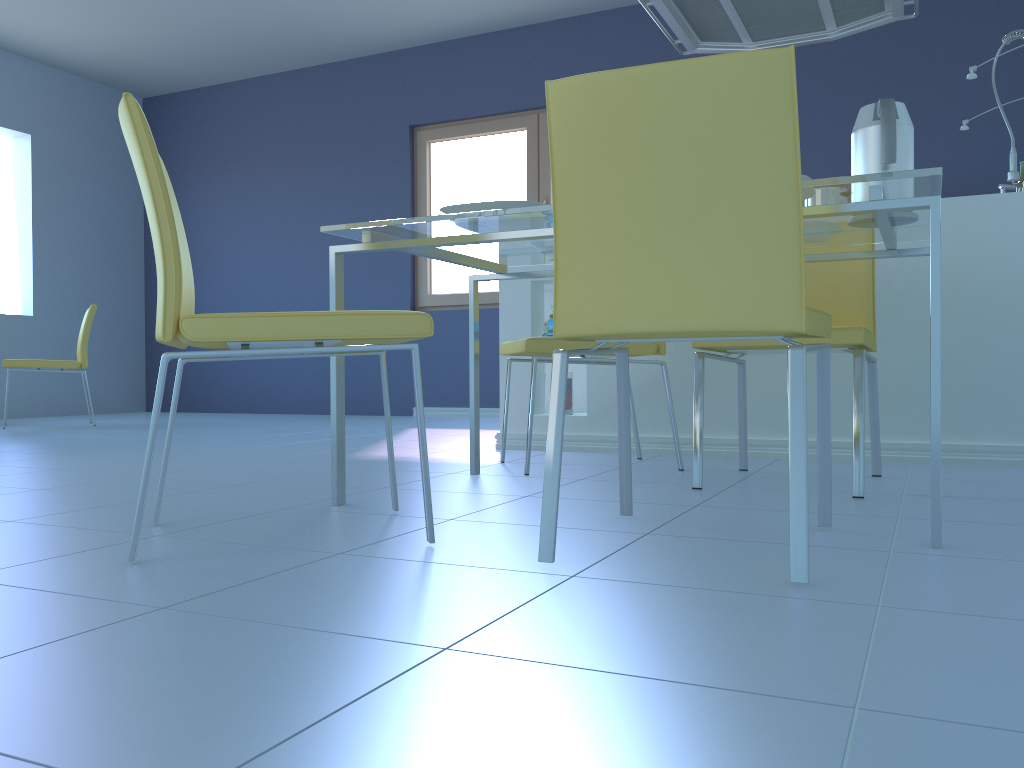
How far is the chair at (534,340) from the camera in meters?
2.4

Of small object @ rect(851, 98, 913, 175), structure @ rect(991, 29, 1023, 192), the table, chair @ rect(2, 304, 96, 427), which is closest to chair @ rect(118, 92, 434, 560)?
the table

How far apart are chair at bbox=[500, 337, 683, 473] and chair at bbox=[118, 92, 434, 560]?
0.7m

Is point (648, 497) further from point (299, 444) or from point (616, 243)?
point (299, 444)

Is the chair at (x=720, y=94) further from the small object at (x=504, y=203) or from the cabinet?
the cabinet

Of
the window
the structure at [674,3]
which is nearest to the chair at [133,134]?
the structure at [674,3]

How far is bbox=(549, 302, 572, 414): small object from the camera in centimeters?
321cm

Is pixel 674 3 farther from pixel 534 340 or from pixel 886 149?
pixel 886 149

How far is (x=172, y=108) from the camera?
6.9 meters

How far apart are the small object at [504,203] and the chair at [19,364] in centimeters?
399cm
